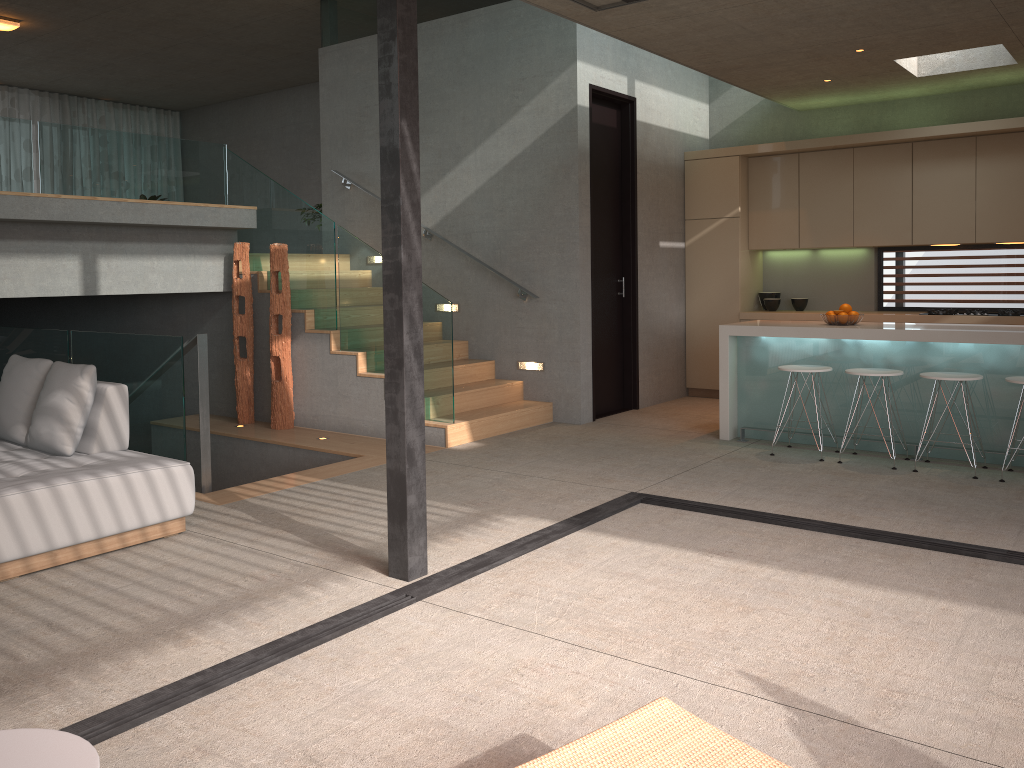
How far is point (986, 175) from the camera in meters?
7.7

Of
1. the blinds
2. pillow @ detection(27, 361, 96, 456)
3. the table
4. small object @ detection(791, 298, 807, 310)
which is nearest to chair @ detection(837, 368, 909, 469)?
small object @ detection(791, 298, 807, 310)

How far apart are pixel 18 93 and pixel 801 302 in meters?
11.8 m

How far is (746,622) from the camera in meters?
3.5 m

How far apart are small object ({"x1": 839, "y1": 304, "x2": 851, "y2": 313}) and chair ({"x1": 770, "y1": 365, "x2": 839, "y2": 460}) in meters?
0.6

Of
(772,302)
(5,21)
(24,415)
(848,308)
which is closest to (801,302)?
(772,302)

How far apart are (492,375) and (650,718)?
6.2 meters

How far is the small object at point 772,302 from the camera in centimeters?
896cm

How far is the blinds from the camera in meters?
13.3 m

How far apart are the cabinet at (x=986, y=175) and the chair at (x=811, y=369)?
2.1 meters
